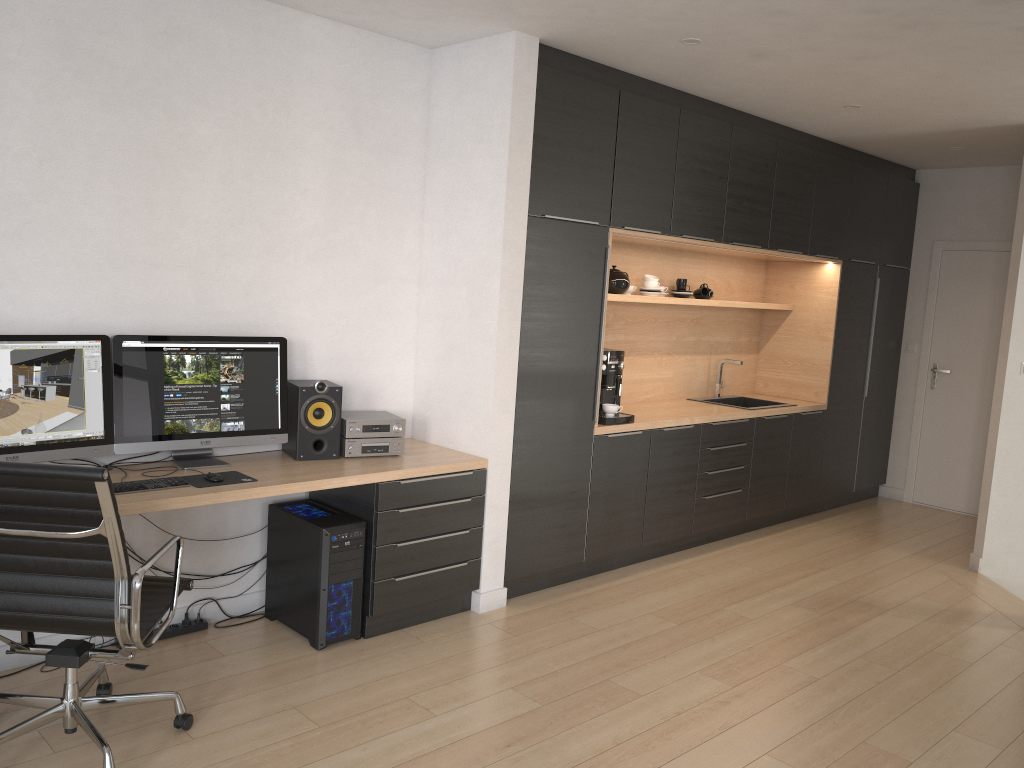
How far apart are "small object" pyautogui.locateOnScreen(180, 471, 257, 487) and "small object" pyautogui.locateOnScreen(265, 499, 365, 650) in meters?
0.4 m

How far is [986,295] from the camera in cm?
683

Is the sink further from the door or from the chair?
the chair

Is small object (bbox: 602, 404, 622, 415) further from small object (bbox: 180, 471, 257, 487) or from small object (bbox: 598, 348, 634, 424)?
small object (bbox: 180, 471, 257, 487)

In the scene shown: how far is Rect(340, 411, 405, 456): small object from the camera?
4.0m

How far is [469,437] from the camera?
4.3 meters

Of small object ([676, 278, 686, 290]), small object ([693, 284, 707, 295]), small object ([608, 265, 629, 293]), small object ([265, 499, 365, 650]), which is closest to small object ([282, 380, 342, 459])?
small object ([265, 499, 365, 650])

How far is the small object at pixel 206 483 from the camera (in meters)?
3.36

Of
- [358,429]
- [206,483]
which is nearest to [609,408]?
[358,429]

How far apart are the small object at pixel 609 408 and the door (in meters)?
3.57
